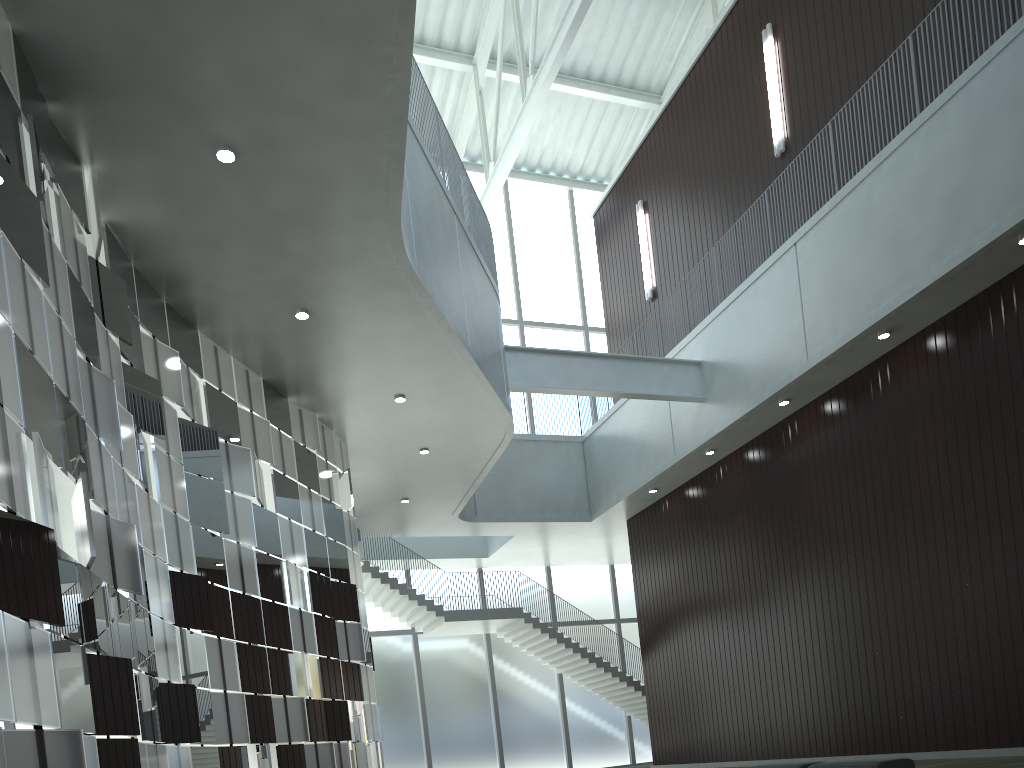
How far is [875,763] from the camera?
29.4 meters

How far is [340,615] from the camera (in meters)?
44.80

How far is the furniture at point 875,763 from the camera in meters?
29.4

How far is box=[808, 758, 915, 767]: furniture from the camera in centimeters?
2944cm
